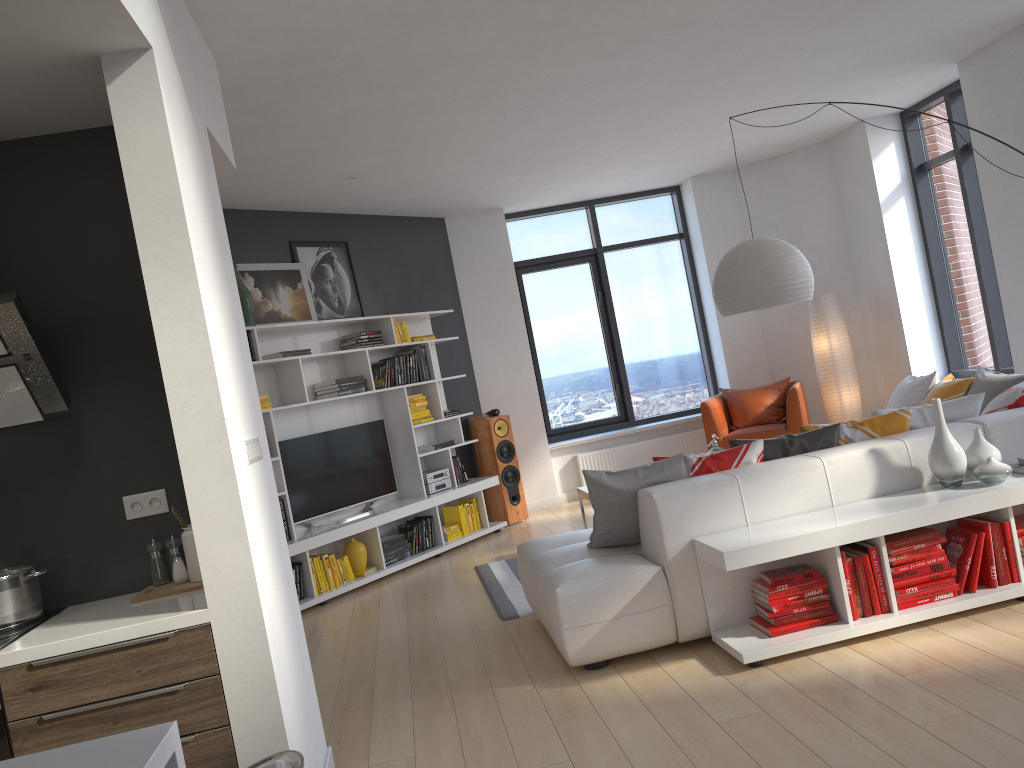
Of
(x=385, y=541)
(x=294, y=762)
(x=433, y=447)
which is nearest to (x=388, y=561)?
(x=385, y=541)

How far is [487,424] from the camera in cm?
812

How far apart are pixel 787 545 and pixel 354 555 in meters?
3.9

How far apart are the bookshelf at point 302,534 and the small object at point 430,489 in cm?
7

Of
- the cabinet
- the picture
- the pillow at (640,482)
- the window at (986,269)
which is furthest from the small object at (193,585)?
the window at (986,269)

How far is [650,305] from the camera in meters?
9.4 m

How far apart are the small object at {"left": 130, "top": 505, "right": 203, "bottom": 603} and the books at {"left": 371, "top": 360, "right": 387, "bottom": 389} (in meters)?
4.25

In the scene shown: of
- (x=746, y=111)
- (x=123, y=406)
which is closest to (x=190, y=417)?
(x=123, y=406)

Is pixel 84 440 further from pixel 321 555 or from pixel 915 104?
pixel 915 104

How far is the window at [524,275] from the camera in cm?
924
